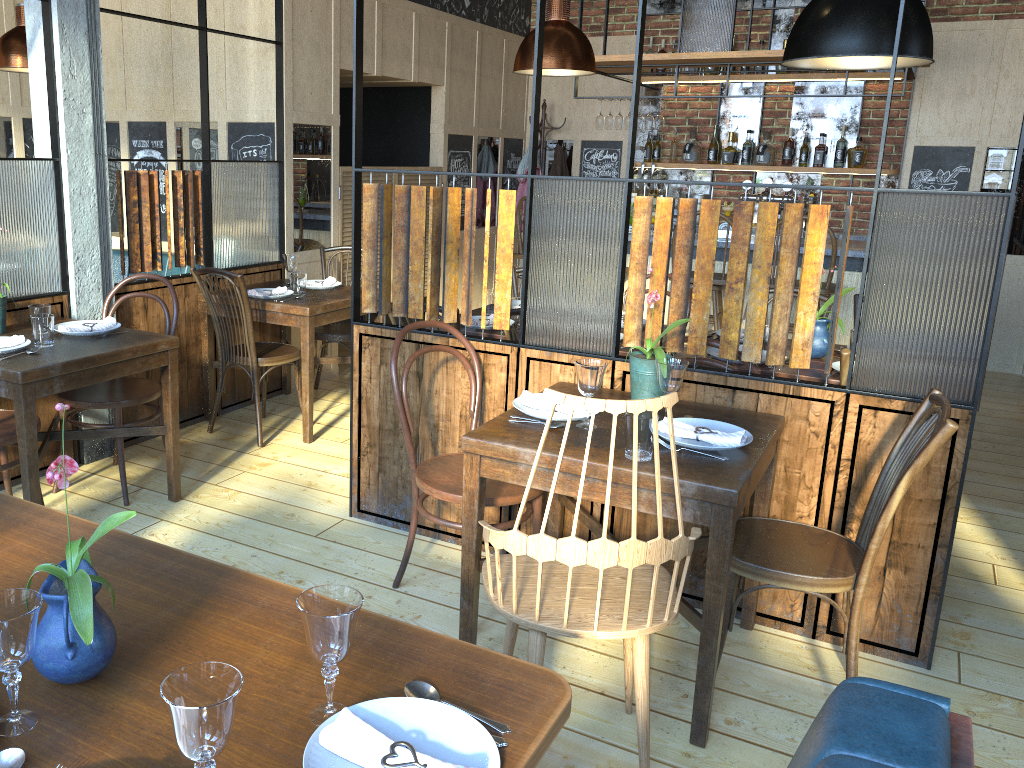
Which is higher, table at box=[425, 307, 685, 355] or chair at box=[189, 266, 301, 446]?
table at box=[425, 307, 685, 355]

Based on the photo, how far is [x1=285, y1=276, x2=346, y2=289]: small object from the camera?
4.9 meters

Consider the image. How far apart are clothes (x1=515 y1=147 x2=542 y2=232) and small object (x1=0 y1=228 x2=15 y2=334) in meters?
5.0

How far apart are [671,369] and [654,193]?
5.34m

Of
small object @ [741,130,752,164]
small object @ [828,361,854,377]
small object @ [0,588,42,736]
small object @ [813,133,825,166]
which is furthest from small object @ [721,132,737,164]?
small object @ [0,588,42,736]

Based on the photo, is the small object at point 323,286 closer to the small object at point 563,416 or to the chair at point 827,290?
the small object at point 563,416

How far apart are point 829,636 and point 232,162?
3.74m

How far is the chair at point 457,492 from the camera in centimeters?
279cm

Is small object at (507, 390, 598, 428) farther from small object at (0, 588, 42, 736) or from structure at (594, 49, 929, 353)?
structure at (594, 49, 929, 353)

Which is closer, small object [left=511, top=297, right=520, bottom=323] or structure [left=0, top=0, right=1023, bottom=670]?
structure [left=0, top=0, right=1023, bottom=670]
